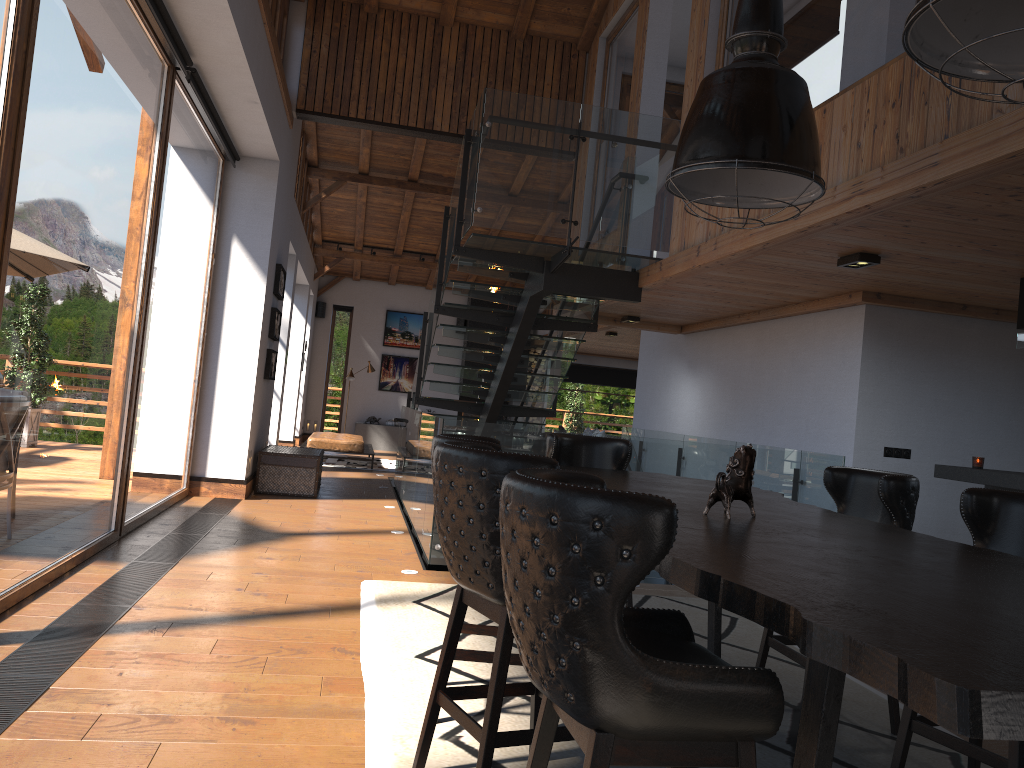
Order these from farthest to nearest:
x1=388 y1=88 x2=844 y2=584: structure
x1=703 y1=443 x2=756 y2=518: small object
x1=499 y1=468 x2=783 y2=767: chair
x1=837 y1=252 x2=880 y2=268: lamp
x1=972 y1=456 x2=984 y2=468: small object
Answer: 1. x1=388 y1=88 x2=844 y2=584: structure
2. x1=972 y1=456 x2=984 y2=468: small object
3. x1=837 y1=252 x2=880 y2=268: lamp
4. x1=703 y1=443 x2=756 y2=518: small object
5. x1=499 y1=468 x2=783 y2=767: chair

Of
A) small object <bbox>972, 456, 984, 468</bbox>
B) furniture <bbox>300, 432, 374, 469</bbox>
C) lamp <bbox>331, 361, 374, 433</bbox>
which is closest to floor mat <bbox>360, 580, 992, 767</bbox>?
small object <bbox>972, 456, 984, 468</bbox>

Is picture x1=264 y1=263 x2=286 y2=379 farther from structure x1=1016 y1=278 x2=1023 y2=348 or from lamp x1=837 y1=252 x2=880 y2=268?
structure x1=1016 y1=278 x2=1023 y2=348

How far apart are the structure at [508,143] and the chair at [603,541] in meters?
4.5 m

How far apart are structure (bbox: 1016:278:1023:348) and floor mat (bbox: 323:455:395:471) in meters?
10.5 m

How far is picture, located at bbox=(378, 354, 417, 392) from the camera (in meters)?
19.82

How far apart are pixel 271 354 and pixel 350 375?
7.9 meters

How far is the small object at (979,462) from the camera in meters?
6.1 m

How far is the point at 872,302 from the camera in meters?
6.9 m

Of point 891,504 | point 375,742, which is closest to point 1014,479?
point 891,504
